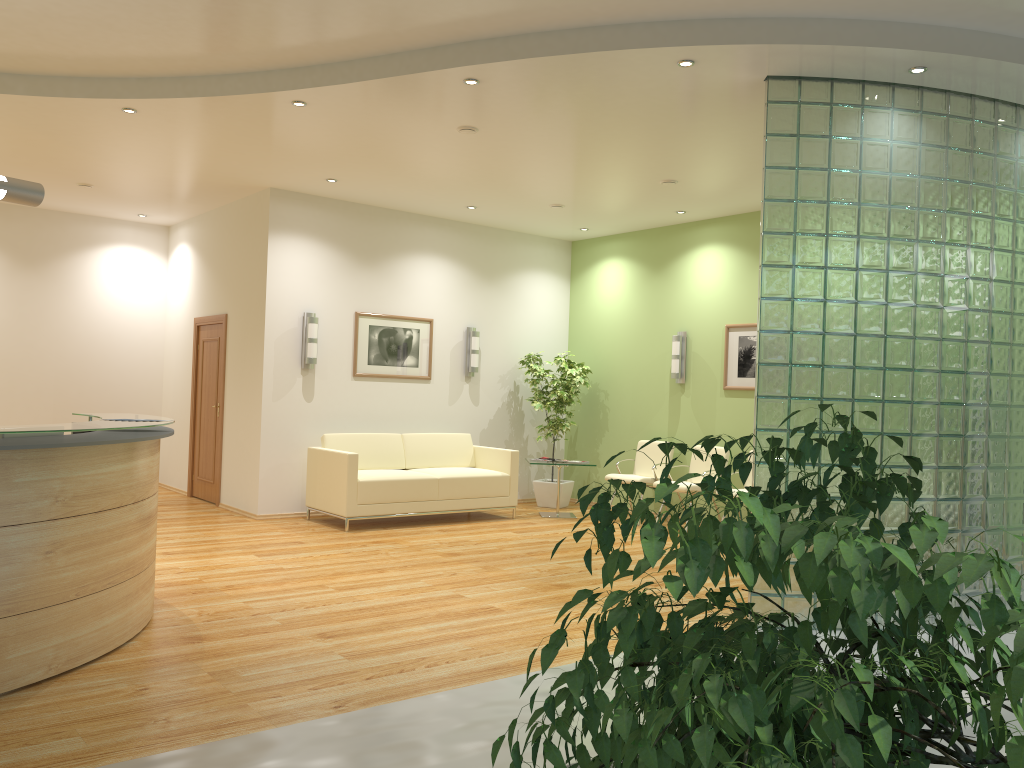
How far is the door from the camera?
10.0m

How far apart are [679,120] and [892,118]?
1.5 meters

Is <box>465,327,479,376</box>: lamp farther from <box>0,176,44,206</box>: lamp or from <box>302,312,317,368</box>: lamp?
<box>0,176,44,206</box>: lamp

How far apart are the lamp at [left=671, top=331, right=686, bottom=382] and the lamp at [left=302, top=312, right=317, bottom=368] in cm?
392

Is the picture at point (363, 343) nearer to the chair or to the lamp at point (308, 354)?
the lamp at point (308, 354)

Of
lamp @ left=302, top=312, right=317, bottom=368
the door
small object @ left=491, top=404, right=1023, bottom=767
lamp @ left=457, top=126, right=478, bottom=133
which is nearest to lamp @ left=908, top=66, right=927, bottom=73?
lamp @ left=457, top=126, right=478, bottom=133

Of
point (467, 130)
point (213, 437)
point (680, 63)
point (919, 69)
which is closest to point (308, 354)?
point (213, 437)

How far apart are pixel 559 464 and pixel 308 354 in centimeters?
291cm

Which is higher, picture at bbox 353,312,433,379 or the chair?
picture at bbox 353,312,433,379

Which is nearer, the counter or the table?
the counter
